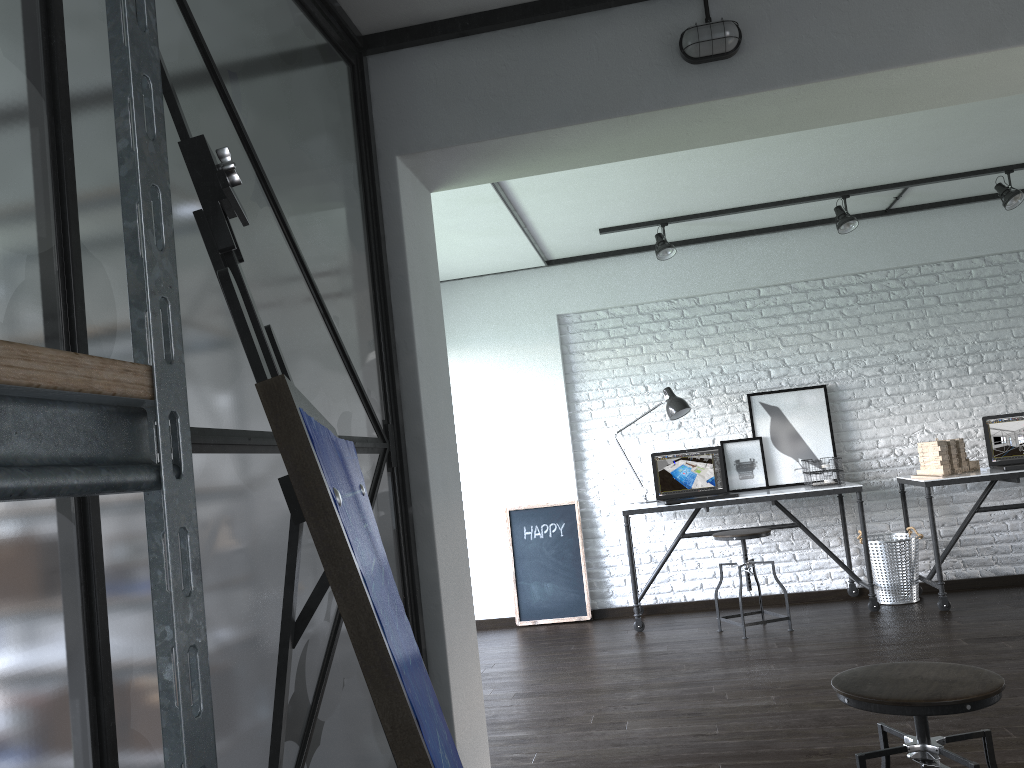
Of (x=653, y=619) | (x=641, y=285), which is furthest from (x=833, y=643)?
(x=641, y=285)

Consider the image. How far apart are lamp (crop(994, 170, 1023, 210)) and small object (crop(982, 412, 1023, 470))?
1.21m

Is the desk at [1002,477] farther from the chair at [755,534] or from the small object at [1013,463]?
the chair at [755,534]

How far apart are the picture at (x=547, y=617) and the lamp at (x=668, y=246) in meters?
1.7 m

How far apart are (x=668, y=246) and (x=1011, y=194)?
1.9 meters

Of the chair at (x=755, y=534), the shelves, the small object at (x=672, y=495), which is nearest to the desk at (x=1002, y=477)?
the chair at (x=755, y=534)

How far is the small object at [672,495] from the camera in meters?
5.5

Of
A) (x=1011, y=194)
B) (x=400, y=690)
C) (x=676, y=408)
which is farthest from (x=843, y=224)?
(x=400, y=690)

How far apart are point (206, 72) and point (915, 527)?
5.2 meters

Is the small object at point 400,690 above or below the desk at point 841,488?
above
